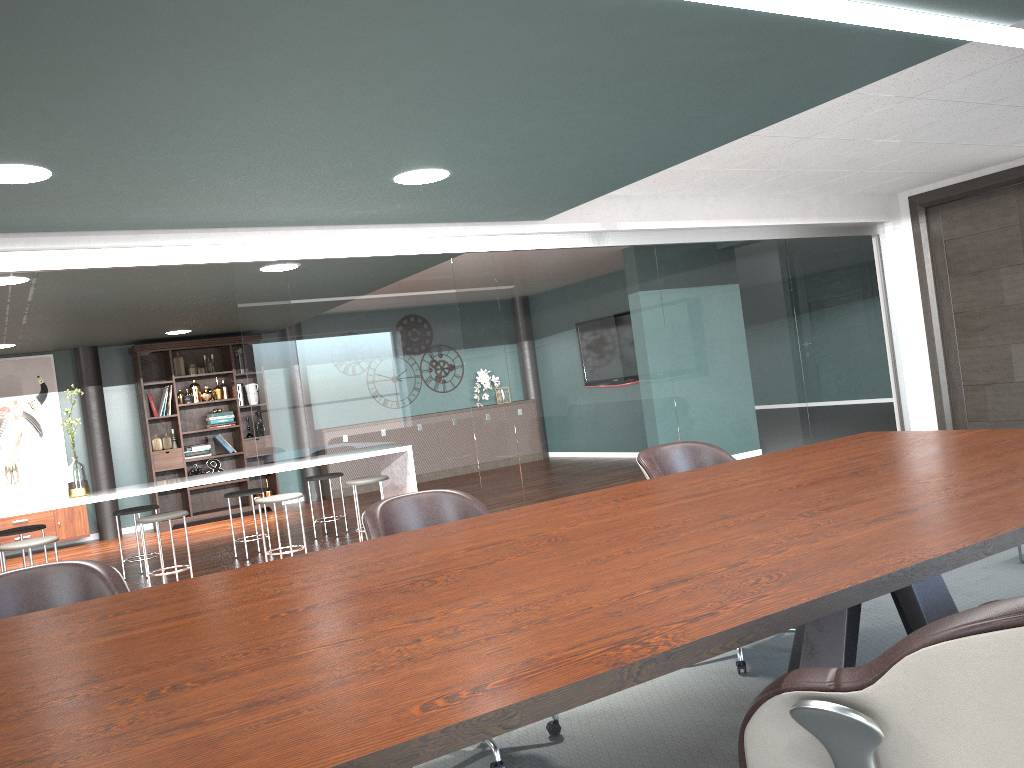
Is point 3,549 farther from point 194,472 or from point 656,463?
point 194,472

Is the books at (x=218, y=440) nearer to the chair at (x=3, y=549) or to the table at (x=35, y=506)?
the chair at (x=3, y=549)

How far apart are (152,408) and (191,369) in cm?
59

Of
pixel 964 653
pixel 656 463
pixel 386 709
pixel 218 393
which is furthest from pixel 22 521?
pixel 964 653

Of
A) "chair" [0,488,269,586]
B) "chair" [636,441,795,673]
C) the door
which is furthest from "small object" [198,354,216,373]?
"chair" [636,441,795,673]

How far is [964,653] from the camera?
1.0 meters

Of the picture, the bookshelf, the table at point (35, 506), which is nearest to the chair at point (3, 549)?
the table at point (35, 506)

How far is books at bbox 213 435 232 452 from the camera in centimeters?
974cm

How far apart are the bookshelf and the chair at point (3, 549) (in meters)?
2.92

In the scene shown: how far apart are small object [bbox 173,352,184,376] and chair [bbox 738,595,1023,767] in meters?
9.3
